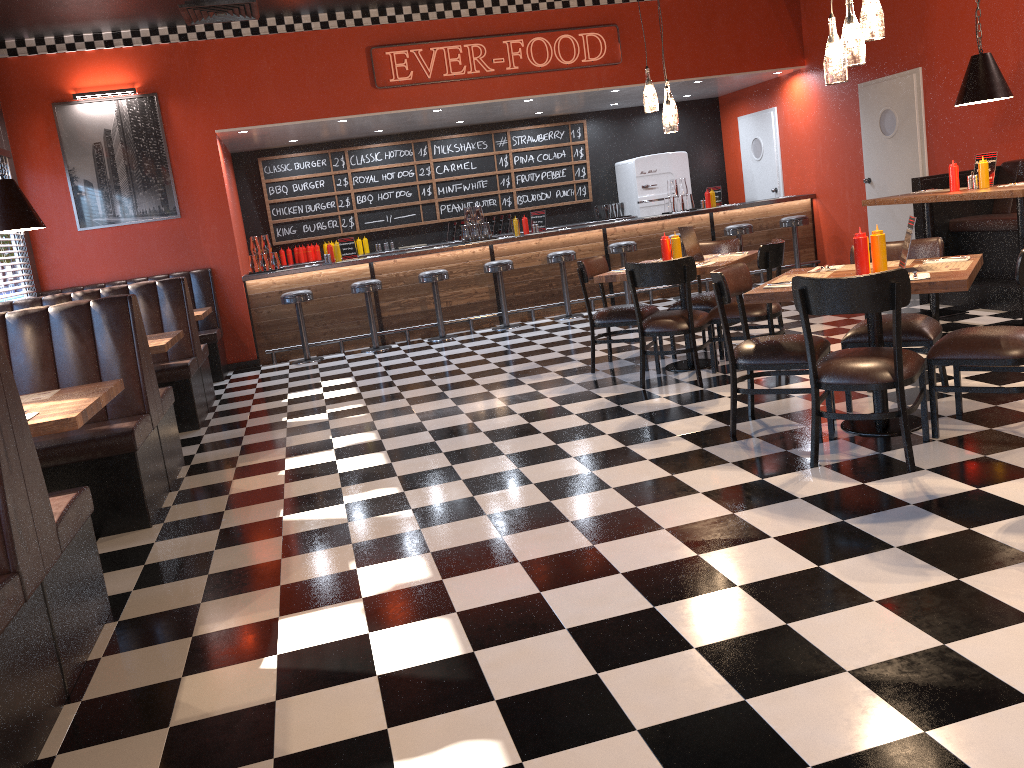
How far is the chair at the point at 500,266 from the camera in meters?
9.8 m

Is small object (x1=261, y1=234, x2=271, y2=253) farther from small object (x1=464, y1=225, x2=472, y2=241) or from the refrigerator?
the refrigerator

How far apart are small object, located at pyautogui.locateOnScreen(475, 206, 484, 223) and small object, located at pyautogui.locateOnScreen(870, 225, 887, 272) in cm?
673

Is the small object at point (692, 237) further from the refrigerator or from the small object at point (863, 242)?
the refrigerator

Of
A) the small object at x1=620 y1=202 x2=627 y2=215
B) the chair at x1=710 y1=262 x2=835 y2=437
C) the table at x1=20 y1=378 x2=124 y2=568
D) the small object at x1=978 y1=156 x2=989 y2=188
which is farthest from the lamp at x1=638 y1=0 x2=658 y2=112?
the small object at x1=620 y1=202 x2=627 y2=215

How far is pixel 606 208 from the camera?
12.23m

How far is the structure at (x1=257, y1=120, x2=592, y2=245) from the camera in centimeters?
1171cm

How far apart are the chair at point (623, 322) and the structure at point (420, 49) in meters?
3.8

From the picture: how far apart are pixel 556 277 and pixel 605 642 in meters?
8.1

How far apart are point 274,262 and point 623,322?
5.0m
